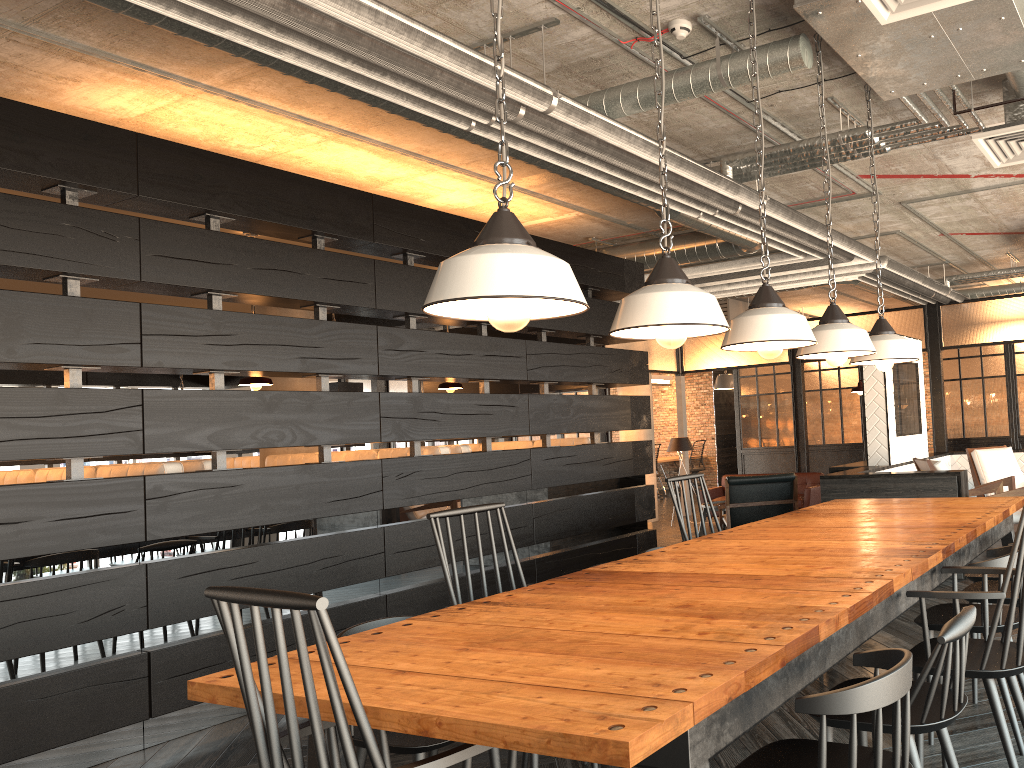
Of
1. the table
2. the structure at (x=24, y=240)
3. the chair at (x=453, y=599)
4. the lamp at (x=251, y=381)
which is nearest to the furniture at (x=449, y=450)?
the structure at (x=24, y=240)

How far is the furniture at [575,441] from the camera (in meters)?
7.16

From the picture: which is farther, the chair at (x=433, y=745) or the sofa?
the sofa

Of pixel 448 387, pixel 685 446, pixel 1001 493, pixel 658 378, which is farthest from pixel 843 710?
pixel 658 378

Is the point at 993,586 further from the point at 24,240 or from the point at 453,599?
the point at 24,240

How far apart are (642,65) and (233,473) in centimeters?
296cm

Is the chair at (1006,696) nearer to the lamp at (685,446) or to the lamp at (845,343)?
the lamp at (845,343)

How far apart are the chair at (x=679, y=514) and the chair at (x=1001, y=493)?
2.9 meters

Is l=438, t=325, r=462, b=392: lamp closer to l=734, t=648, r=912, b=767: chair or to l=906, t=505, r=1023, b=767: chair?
l=906, t=505, r=1023, b=767: chair

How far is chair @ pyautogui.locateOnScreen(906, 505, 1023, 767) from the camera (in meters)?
2.33
